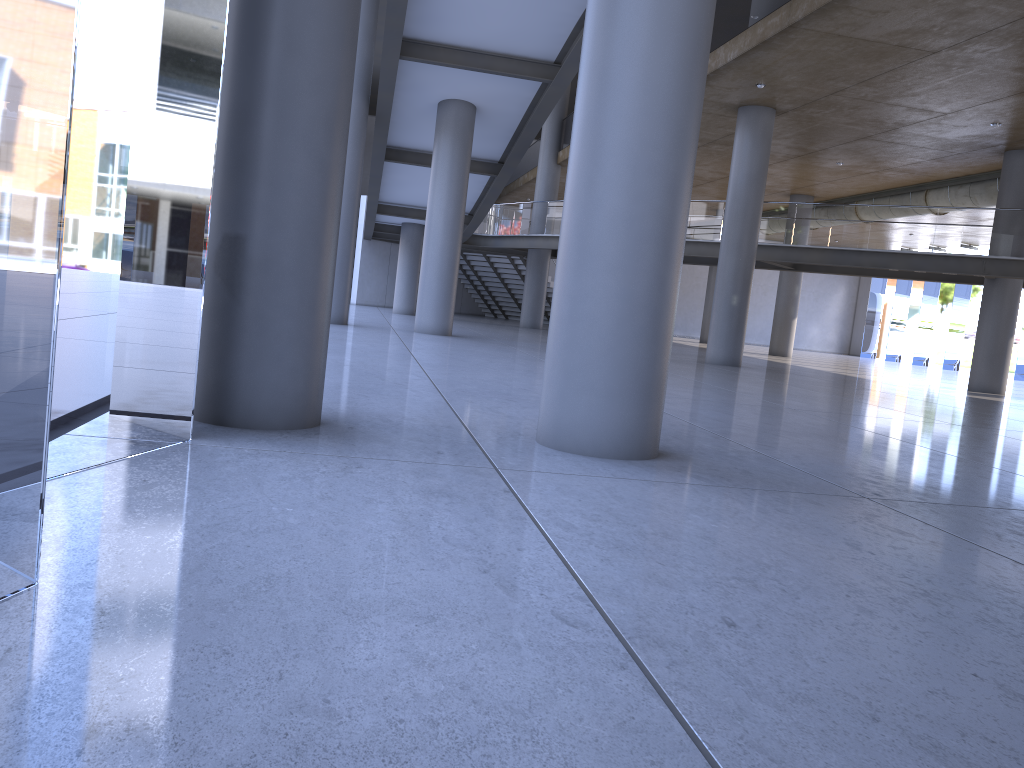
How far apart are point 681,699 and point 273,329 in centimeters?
353cm

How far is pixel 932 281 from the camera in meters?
22.8 m
